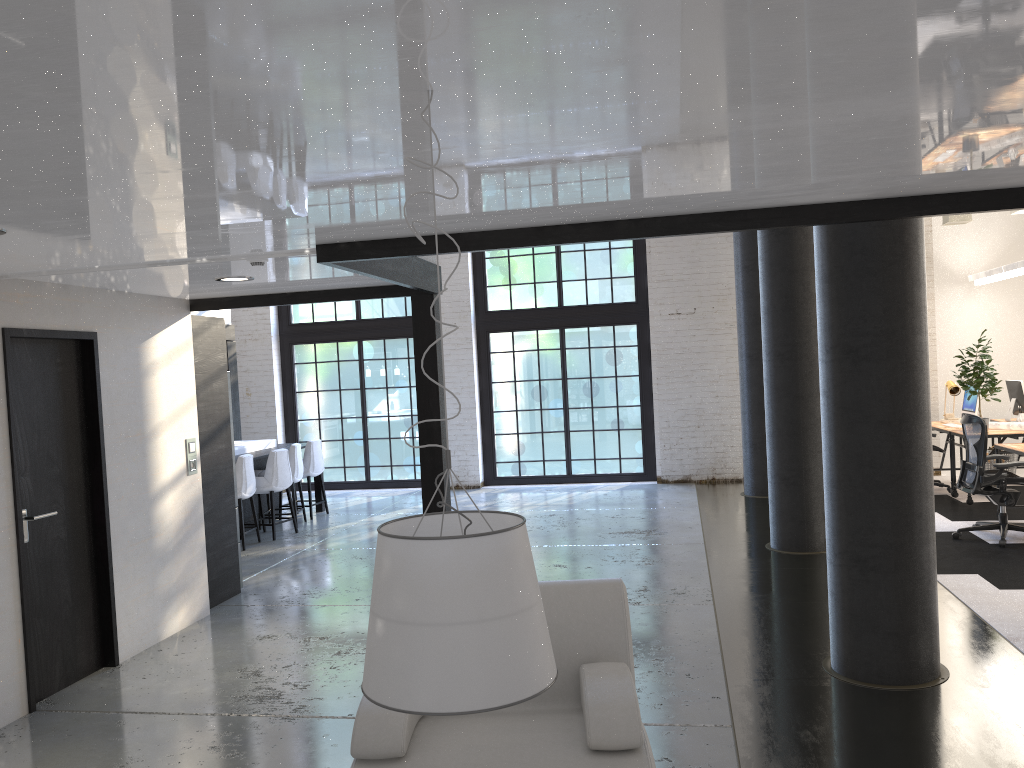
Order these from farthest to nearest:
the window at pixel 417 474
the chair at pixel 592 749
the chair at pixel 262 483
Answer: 1. the window at pixel 417 474
2. the chair at pixel 262 483
3. the chair at pixel 592 749

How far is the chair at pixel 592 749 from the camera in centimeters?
286cm

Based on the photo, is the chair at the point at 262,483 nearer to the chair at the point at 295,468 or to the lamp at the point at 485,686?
the chair at the point at 295,468

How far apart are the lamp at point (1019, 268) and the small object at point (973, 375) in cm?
115

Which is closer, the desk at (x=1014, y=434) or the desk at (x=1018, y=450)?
the desk at (x=1018, y=450)

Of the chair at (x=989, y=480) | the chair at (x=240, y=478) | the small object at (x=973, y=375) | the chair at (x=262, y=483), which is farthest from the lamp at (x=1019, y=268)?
the chair at (x=240, y=478)

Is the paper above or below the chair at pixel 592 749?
above

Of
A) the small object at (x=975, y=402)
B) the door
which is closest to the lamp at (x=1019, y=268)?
the small object at (x=975, y=402)

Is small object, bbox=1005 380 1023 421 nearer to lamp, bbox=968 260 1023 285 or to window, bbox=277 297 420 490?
lamp, bbox=968 260 1023 285

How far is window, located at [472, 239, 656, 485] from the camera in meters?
12.4
